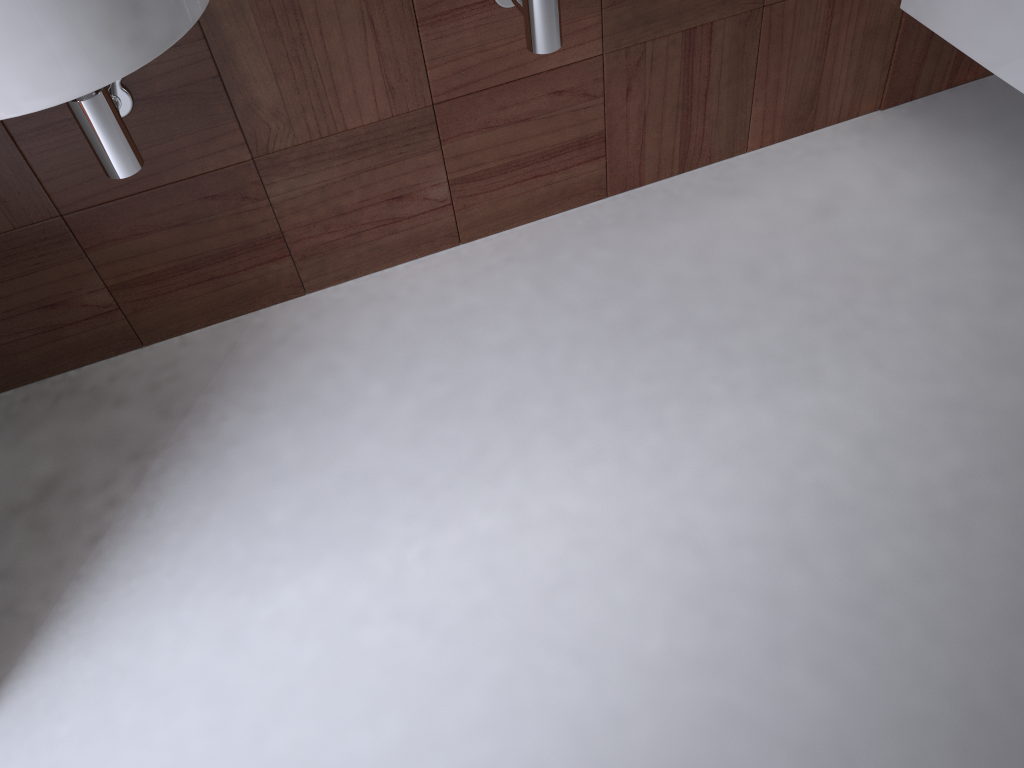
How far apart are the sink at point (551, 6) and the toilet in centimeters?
77cm

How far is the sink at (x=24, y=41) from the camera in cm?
85

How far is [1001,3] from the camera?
1.5m

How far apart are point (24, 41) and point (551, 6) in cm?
70

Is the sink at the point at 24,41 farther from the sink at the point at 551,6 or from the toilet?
the toilet

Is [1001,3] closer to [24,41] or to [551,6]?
[551,6]

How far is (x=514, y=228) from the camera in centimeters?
178cm

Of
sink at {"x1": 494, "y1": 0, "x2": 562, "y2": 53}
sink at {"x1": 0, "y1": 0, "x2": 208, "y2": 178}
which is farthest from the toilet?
sink at {"x1": 0, "y1": 0, "x2": 208, "y2": 178}

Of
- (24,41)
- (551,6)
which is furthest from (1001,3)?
(24,41)

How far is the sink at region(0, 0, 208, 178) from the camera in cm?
85
